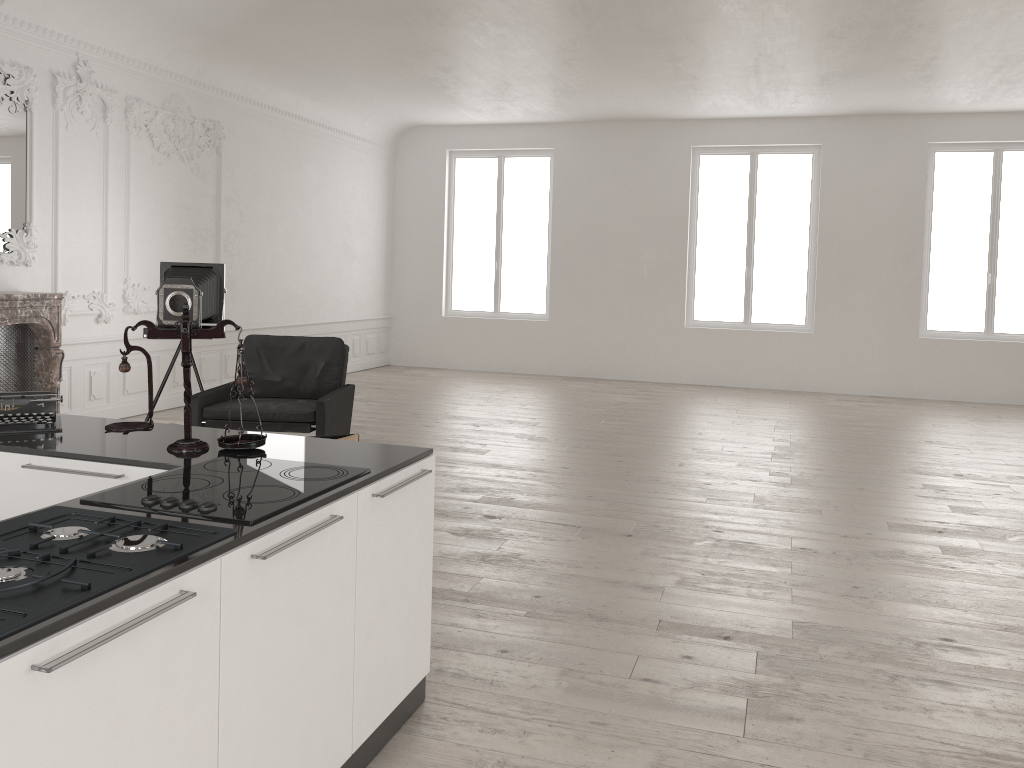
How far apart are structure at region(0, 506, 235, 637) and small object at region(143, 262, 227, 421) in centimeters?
485cm

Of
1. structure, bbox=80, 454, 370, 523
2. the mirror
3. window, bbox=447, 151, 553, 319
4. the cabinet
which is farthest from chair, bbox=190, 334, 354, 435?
window, bbox=447, 151, 553, 319

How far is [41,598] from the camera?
1.6m

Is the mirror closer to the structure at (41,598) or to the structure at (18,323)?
the structure at (18,323)

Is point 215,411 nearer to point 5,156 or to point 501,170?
point 5,156

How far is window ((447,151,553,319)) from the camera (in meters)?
13.56

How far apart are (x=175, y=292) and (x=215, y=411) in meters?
1.1

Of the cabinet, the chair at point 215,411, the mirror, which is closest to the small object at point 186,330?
the cabinet

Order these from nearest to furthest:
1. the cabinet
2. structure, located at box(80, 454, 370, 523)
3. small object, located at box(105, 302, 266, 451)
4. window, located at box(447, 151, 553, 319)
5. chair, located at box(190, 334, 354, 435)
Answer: the cabinet < structure, located at box(80, 454, 370, 523) < small object, located at box(105, 302, 266, 451) < chair, located at box(190, 334, 354, 435) < window, located at box(447, 151, 553, 319)

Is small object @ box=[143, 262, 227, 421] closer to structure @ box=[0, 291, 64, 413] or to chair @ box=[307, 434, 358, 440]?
structure @ box=[0, 291, 64, 413]
